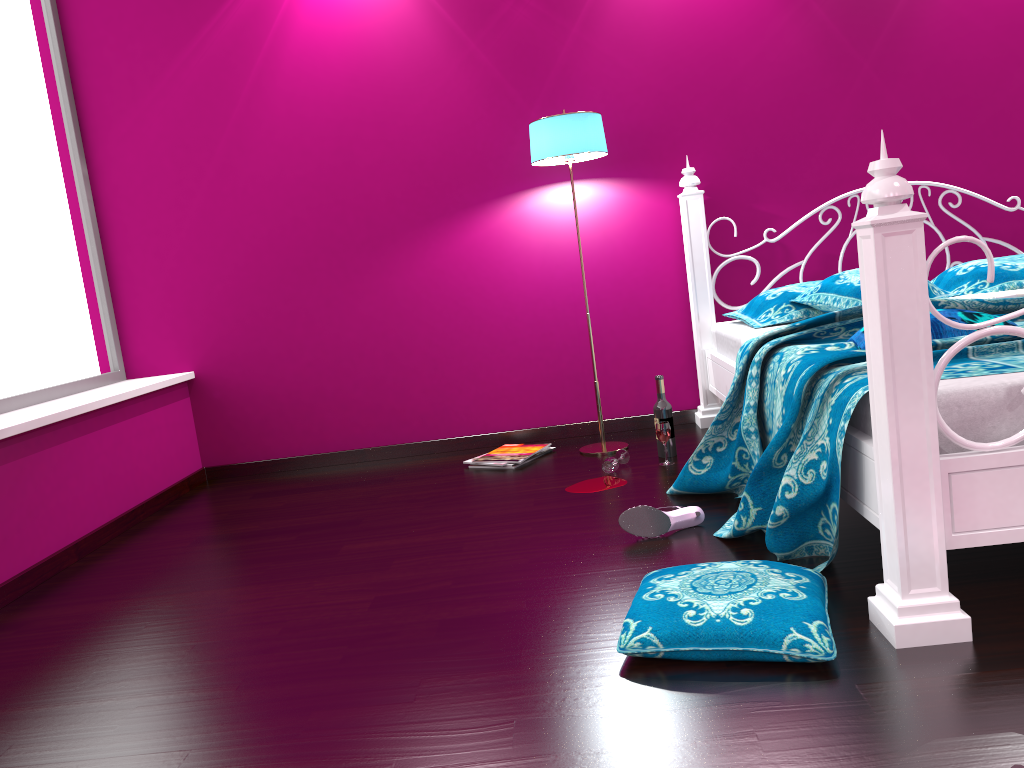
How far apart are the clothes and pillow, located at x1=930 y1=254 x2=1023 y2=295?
0.2m

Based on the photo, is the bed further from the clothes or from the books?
the books

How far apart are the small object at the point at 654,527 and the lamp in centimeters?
107cm

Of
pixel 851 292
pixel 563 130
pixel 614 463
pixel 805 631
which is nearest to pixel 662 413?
pixel 614 463

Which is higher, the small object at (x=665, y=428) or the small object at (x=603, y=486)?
the small object at (x=665, y=428)

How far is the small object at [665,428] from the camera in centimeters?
319cm

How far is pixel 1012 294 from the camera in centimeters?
274cm

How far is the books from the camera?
3.5 meters

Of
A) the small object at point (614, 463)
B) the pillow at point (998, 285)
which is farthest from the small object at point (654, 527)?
the pillow at point (998, 285)

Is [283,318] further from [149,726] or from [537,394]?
[149,726]
